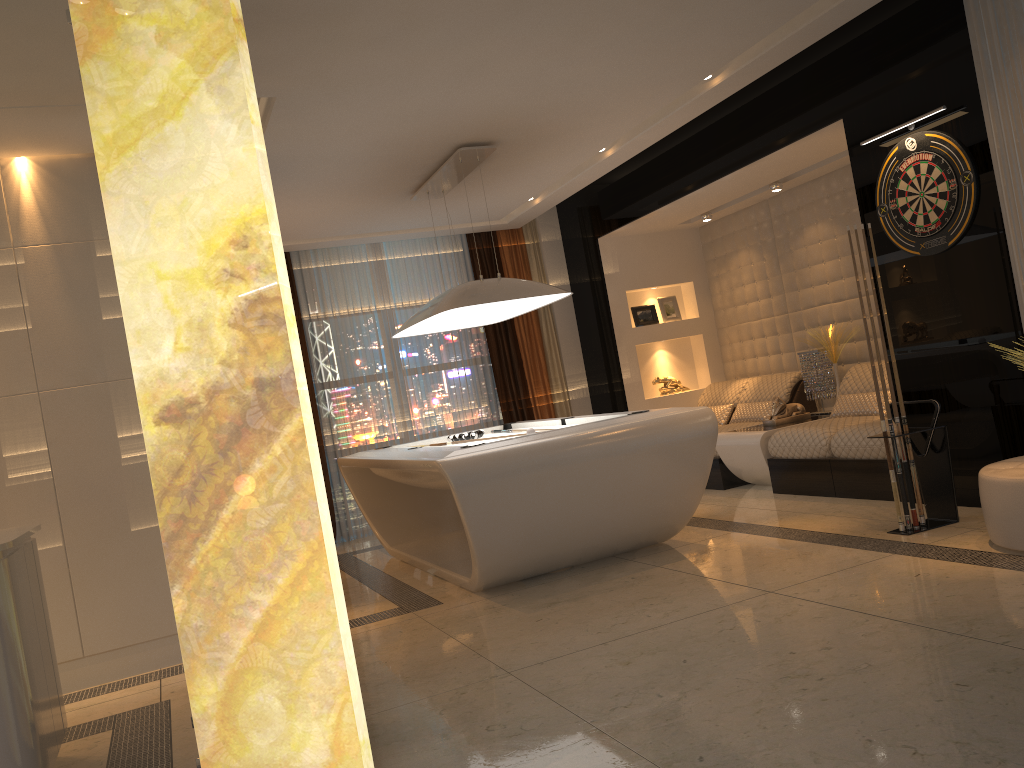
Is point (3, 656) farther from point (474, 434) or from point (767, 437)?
point (767, 437)

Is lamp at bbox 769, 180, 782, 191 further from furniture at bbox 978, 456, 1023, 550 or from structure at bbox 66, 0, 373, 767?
structure at bbox 66, 0, 373, 767

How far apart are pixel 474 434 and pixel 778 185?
3.1 meters

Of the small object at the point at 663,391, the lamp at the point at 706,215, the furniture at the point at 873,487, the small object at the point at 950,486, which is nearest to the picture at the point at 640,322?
the small object at the point at 663,391

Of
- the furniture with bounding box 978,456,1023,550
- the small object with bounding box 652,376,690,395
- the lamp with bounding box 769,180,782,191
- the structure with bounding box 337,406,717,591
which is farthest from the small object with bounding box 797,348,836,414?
the furniture with bounding box 978,456,1023,550

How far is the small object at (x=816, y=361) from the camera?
7.1 meters

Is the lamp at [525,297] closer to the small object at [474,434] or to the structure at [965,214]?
the small object at [474,434]

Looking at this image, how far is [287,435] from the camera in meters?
→ 2.3

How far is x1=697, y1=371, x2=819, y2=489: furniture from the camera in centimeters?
710cm

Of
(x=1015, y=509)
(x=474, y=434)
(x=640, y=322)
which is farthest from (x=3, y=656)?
(x=640, y=322)
